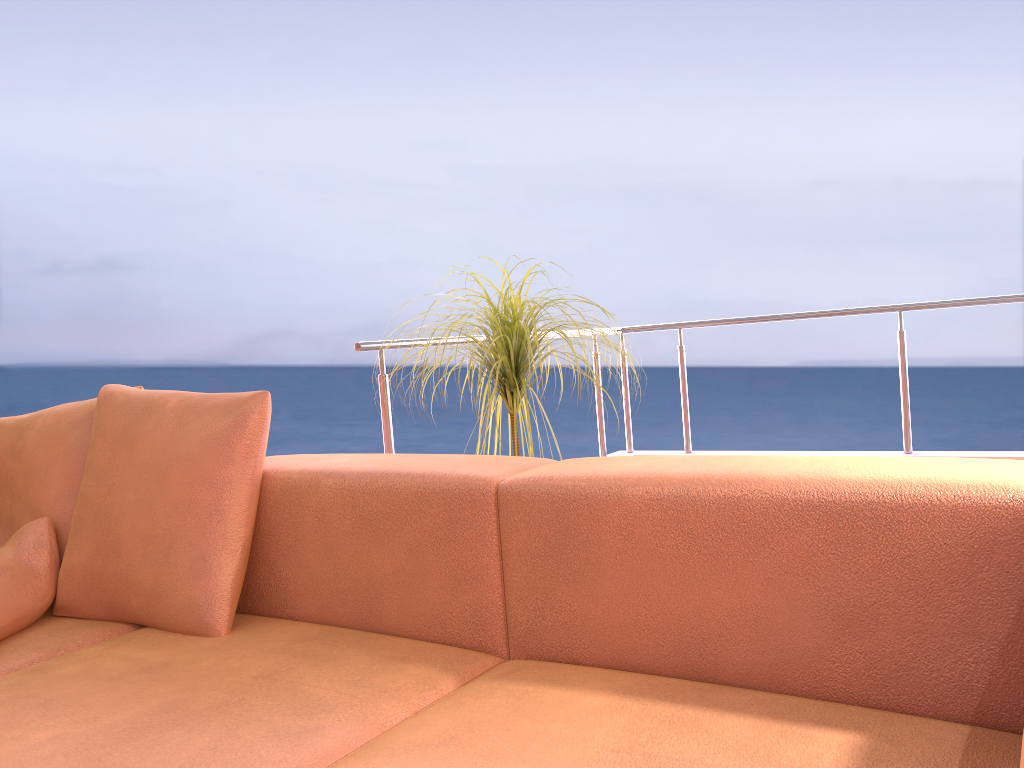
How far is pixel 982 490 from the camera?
1.0m

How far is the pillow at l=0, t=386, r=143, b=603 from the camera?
1.83m

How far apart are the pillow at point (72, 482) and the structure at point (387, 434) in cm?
72

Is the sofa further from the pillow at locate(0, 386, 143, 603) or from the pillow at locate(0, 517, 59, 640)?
the pillow at locate(0, 386, 143, 603)

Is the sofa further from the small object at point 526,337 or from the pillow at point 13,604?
the small object at point 526,337

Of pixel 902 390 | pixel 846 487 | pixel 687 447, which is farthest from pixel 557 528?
pixel 687 447

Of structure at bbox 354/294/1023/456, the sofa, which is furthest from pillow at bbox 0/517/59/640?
structure at bbox 354/294/1023/456

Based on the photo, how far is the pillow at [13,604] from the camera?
1.64m

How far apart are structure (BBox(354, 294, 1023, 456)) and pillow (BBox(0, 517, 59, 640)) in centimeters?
91cm

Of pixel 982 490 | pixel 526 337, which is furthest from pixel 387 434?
pixel 982 490
